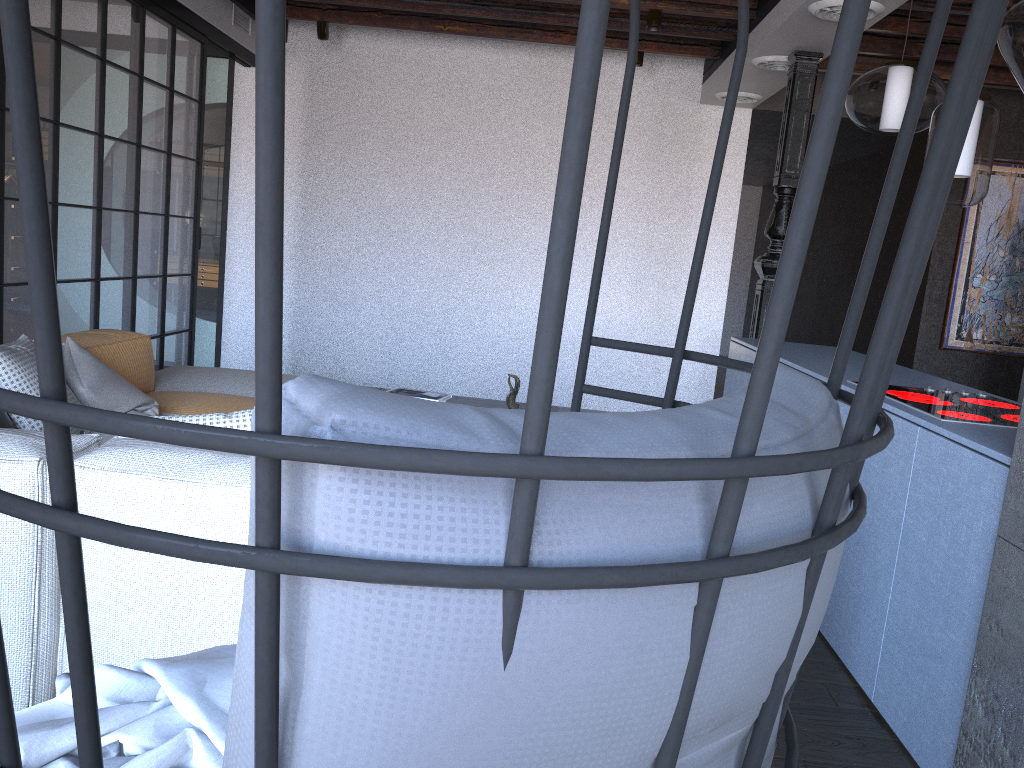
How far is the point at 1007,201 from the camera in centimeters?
668cm

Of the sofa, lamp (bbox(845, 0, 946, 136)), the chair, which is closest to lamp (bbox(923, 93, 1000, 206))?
lamp (bbox(845, 0, 946, 136))

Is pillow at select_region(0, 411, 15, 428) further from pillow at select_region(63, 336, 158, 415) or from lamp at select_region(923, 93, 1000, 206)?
lamp at select_region(923, 93, 1000, 206)

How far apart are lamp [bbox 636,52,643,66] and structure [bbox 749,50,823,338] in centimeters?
145cm

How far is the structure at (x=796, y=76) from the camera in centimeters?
481cm

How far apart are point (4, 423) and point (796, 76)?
4.15m

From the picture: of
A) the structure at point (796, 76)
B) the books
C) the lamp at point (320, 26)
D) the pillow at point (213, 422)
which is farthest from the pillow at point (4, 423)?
the lamp at point (320, 26)

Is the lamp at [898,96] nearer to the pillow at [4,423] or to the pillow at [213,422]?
the pillow at [213,422]

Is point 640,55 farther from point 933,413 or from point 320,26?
point 933,413

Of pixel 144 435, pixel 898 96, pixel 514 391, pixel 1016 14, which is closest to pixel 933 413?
pixel 1016 14
